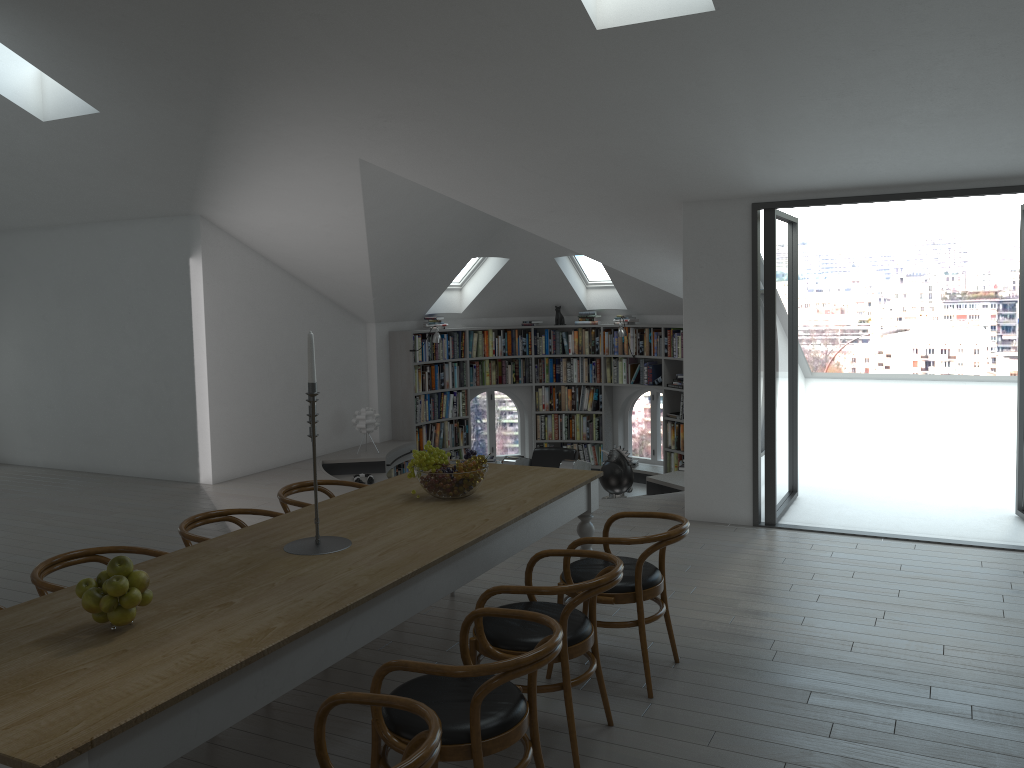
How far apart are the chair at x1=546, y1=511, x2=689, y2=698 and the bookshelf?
6.8m

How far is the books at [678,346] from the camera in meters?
10.8

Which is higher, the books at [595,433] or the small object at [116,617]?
the small object at [116,617]

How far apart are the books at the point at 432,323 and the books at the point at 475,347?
0.46m

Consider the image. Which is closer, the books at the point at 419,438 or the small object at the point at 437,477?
the small object at the point at 437,477

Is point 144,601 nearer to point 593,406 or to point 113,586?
point 113,586

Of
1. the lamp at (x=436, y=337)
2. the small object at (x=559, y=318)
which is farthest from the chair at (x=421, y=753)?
the small object at (x=559, y=318)

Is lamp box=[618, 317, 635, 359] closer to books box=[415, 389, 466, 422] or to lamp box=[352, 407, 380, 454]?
books box=[415, 389, 466, 422]

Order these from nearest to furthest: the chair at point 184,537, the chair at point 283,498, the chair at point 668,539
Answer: the chair at point 668,539, the chair at point 184,537, the chair at point 283,498

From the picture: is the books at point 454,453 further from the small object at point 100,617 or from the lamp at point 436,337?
the small object at point 100,617
